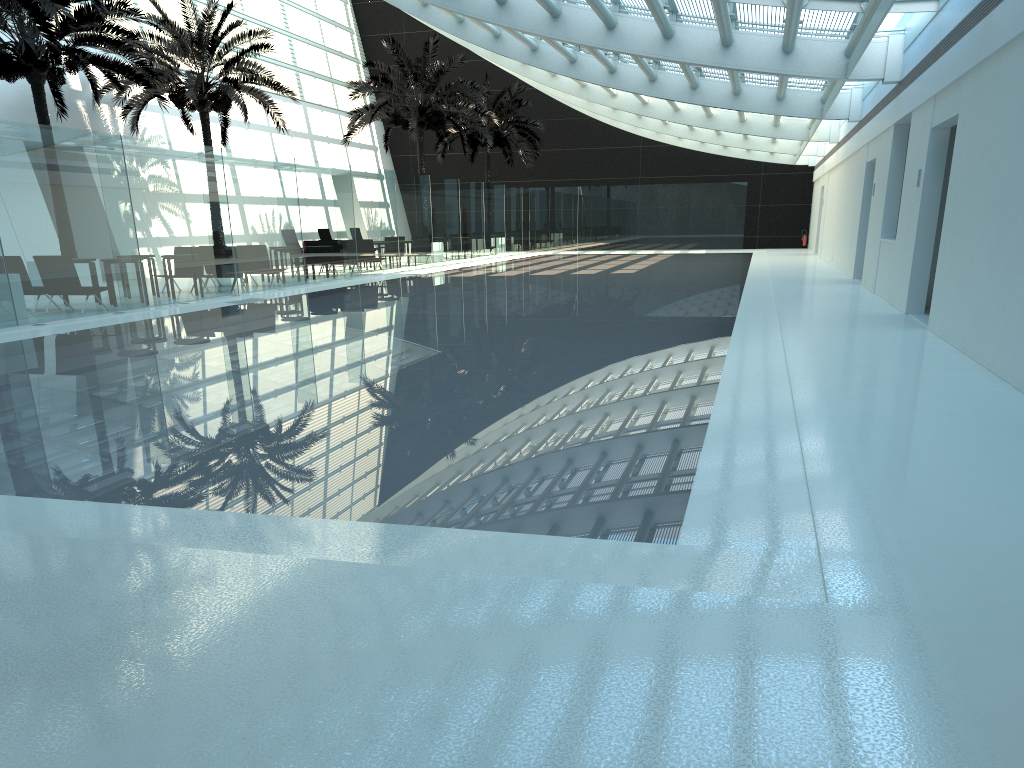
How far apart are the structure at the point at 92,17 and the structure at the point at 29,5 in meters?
2.9

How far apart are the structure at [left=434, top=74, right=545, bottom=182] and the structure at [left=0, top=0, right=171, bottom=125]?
17.19m

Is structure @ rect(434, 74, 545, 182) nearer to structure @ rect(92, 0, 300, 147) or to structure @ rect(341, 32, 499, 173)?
structure @ rect(341, 32, 499, 173)

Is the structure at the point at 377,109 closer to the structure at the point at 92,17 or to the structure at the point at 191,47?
the structure at the point at 191,47

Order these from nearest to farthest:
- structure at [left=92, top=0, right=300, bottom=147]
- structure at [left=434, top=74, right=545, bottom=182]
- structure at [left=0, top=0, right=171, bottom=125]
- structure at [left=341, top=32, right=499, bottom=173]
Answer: structure at [left=0, top=0, right=171, bottom=125], structure at [left=92, top=0, right=300, bottom=147], structure at [left=341, top=32, right=499, bottom=173], structure at [left=434, top=74, right=545, bottom=182]

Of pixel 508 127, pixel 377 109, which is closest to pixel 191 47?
pixel 377 109

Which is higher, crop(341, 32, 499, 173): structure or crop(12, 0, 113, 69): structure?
crop(341, 32, 499, 173): structure

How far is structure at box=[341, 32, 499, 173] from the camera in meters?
28.7 m

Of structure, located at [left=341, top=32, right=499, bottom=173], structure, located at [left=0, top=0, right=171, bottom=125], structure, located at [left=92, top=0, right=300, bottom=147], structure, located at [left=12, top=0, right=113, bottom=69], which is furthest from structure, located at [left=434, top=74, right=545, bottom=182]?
structure, located at [left=12, top=0, right=113, bottom=69]

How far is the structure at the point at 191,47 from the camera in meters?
22.3
